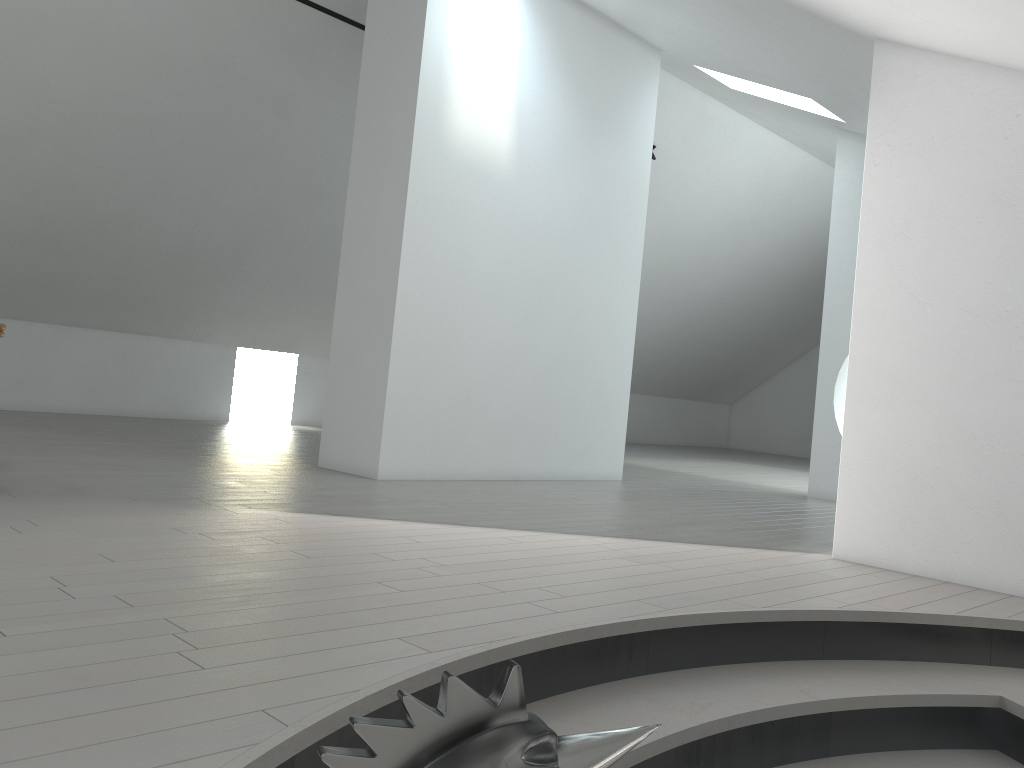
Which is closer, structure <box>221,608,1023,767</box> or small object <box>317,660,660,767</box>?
small object <box>317,660,660,767</box>

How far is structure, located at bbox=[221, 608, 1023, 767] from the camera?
2.21m

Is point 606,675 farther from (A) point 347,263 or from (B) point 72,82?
(B) point 72,82

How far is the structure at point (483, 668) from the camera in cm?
221

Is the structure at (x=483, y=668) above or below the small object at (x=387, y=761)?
below

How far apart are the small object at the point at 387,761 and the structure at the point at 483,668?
0.8 meters

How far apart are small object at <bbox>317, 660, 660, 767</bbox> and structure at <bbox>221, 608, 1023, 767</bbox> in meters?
0.8

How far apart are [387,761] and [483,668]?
1.5m

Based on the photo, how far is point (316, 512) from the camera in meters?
4.2

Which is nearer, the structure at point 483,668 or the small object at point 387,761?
the small object at point 387,761
